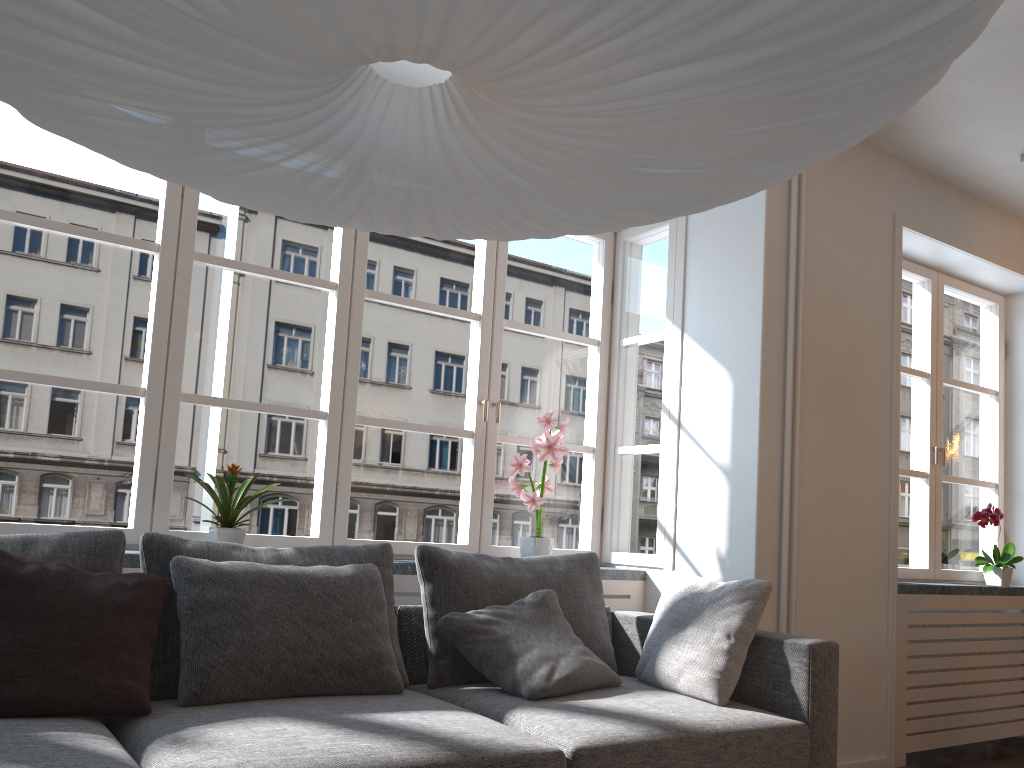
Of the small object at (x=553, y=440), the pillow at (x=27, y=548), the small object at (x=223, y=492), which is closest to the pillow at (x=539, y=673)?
the small object at (x=553, y=440)

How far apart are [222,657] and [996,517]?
3.9m

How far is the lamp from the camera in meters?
0.9 m

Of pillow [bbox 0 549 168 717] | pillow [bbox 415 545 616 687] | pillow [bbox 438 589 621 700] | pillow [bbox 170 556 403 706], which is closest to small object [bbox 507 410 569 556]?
pillow [bbox 415 545 616 687]

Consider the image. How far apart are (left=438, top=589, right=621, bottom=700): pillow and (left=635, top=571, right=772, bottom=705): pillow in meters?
0.1 m

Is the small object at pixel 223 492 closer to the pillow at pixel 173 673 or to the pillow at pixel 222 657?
the pillow at pixel 173 673

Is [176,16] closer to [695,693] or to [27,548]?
[27,548]

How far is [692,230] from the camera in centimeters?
405cm

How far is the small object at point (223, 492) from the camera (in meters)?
3.03

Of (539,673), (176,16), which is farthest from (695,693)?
(176,16)
